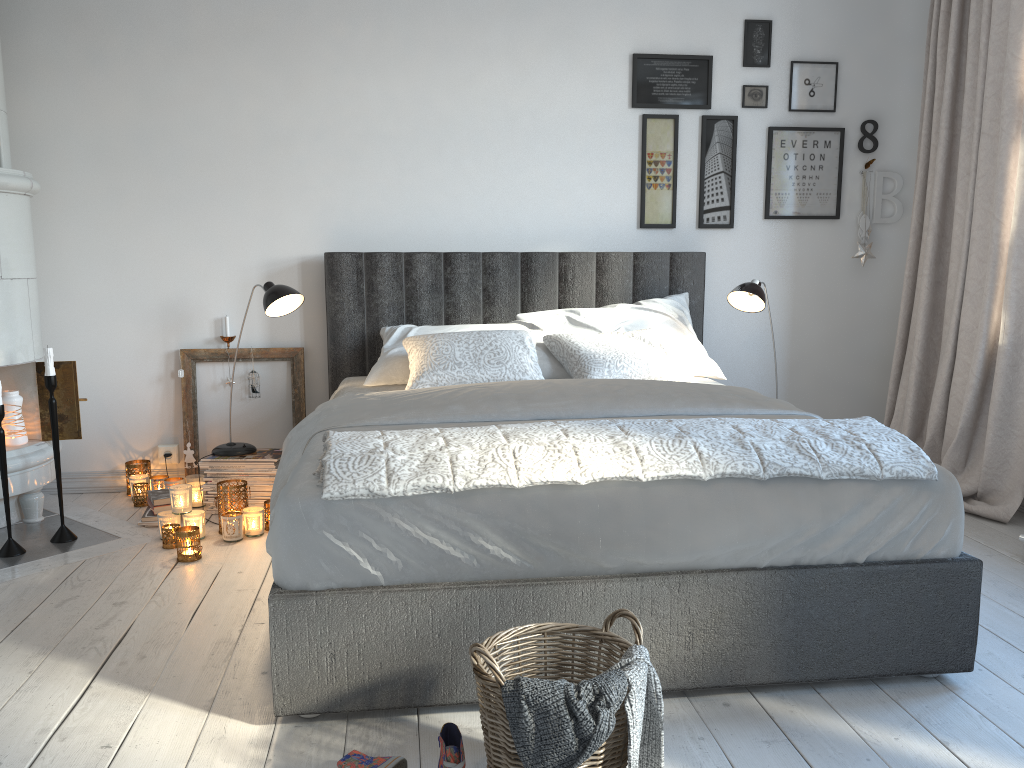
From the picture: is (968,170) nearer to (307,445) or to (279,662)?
(307,445)

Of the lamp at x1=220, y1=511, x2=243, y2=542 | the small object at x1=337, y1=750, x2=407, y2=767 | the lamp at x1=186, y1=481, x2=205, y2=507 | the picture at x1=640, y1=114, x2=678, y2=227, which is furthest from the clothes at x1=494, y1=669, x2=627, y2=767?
the picture at x1=640, y1=114, x2=678, y2=227

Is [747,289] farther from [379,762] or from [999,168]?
[379,762]

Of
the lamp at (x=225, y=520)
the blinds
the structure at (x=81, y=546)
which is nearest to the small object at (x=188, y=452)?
the structure at (x=81, y=546)

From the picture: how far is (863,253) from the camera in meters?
4.2

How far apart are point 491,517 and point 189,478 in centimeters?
228cm

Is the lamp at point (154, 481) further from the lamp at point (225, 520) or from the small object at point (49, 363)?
the lamp at point (225, 520)

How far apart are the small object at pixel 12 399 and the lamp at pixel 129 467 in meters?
0.5 m

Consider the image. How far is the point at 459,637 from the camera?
1.94m

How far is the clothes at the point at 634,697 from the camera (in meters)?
1.52
